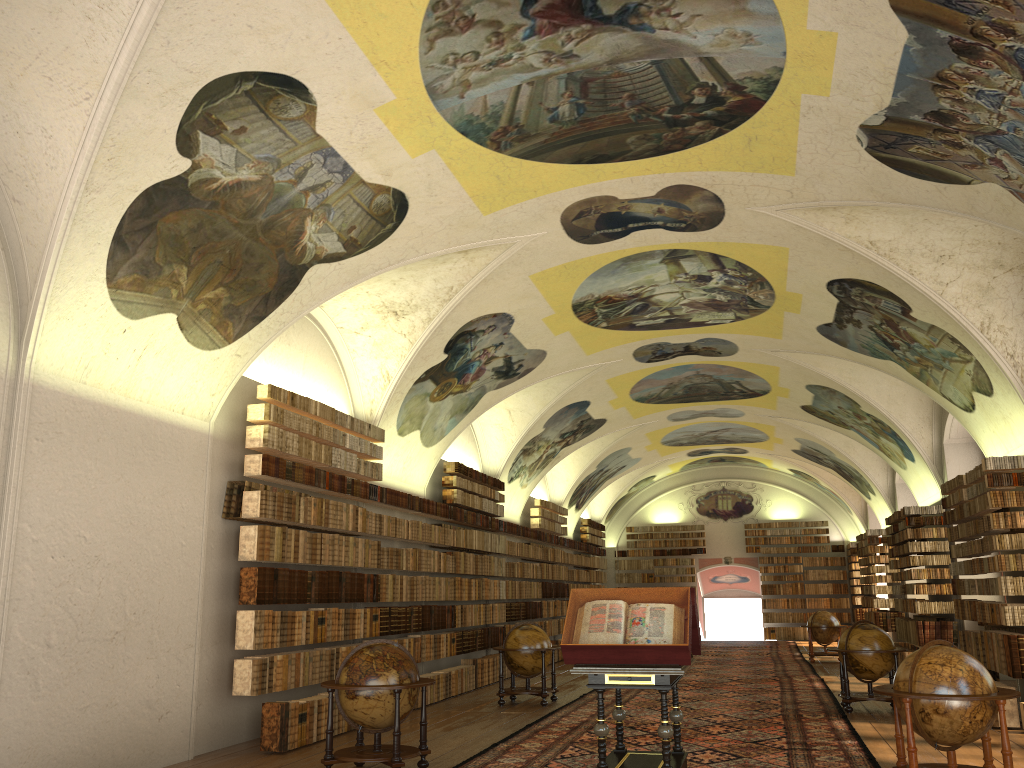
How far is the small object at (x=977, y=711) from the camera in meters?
8.0

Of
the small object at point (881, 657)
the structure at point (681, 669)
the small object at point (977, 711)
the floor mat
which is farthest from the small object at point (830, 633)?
the small object at point (977, 711)

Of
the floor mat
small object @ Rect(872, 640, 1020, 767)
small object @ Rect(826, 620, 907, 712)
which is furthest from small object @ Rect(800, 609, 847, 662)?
small object @ Rect(872, 640, 1020, 767)

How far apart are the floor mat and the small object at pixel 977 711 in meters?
1.2

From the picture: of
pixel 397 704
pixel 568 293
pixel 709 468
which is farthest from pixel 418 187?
pixel 709 468

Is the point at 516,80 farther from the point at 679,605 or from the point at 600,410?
the point at 600,410

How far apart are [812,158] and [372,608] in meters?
9.7

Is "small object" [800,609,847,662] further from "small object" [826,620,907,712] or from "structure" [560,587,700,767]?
"structure" [560,587,700,767]

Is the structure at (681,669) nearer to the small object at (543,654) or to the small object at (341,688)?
the small object at (341,688)

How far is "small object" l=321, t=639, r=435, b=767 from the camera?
9.4m
